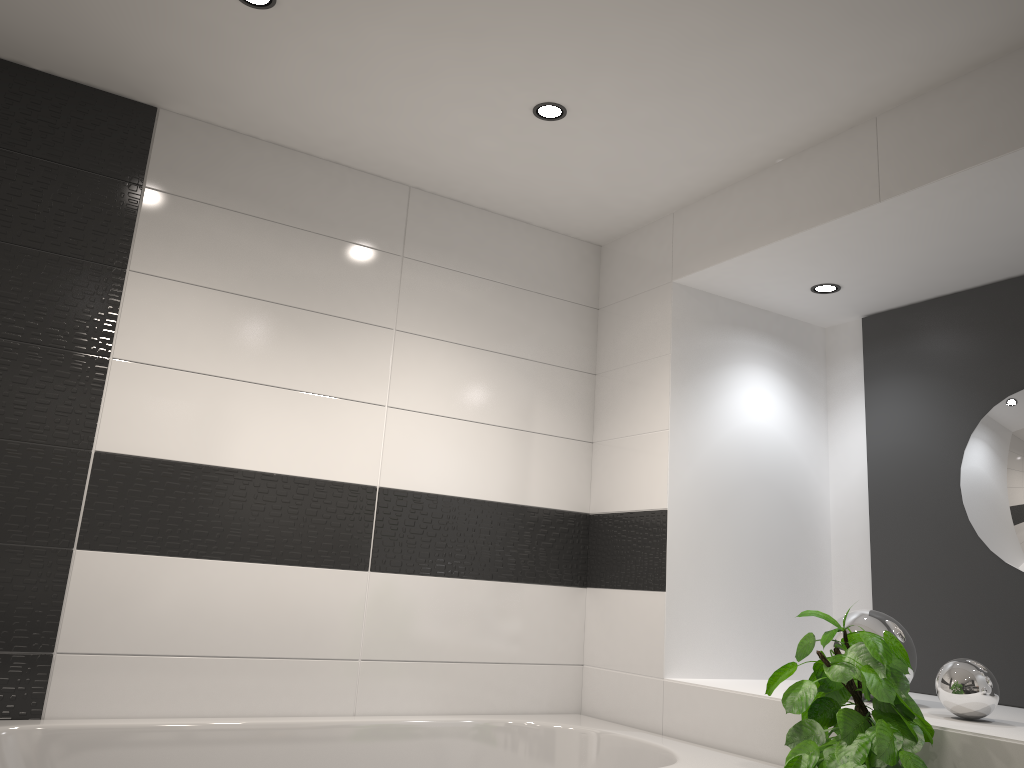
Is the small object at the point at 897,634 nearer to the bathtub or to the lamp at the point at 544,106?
the bathtub

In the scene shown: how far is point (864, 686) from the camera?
1.96m

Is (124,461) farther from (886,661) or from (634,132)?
(886,661)

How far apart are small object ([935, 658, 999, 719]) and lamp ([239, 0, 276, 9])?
2.48m

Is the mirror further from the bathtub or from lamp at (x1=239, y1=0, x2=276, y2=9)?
lamp at (x1=239, y1=0, x2=276, y2=9)

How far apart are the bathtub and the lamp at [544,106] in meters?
1.9

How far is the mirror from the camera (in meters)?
2.88

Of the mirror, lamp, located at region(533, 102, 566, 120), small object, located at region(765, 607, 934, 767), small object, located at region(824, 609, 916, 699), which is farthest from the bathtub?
lamp, located at region(533, 102, 566, 120)

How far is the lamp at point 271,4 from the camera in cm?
229

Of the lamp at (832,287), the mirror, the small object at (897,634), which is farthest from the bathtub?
the lamp at (832,287)
